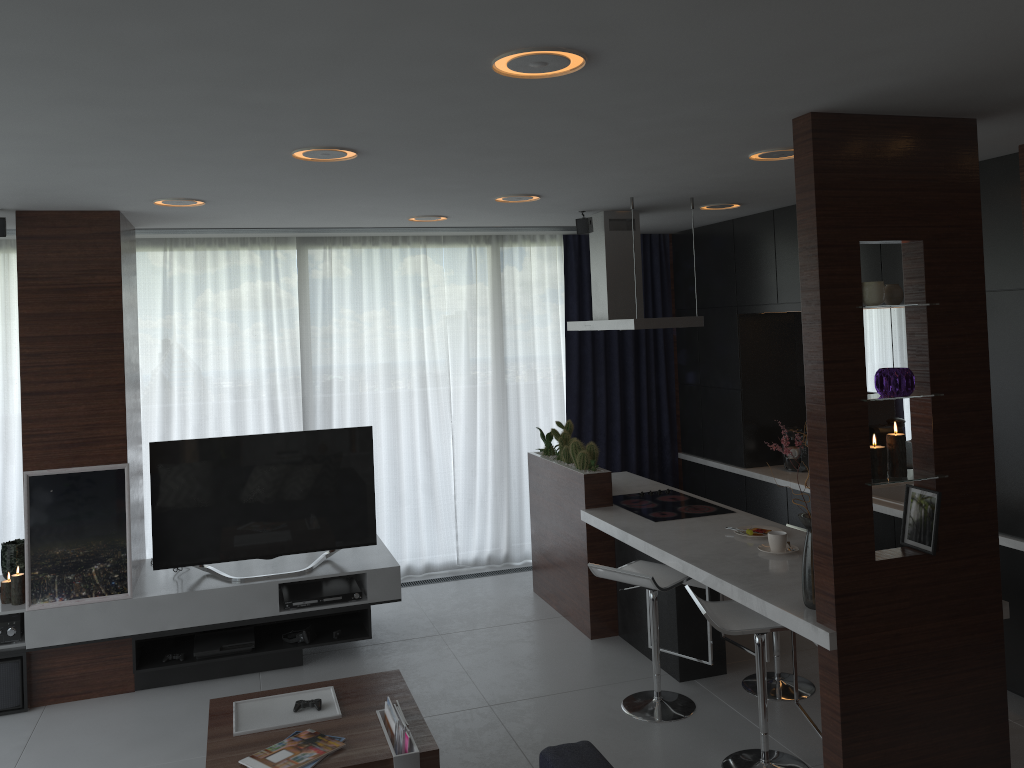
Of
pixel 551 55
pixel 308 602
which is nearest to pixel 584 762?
pixel 551 55

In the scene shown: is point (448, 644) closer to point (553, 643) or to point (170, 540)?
point (553, 643)

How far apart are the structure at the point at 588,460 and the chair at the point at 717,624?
1.6m

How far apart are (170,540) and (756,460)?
3.98m

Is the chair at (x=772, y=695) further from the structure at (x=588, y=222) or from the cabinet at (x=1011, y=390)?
the structure at (x=588, y=222)

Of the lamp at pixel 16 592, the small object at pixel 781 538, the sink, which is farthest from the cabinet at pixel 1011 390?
the lamp at pixel 16 592

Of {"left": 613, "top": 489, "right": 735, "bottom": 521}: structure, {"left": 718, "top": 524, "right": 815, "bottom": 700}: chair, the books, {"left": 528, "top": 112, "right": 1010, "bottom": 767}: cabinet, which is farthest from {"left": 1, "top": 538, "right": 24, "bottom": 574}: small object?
{"left": 718, "top": 524, "right": 815, "bottom": 700}: chair

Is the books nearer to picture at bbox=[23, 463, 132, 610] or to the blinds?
picture at bbox=[23, 463, 132, 610]

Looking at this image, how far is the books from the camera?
3.2m

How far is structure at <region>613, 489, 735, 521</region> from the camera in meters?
5.0
